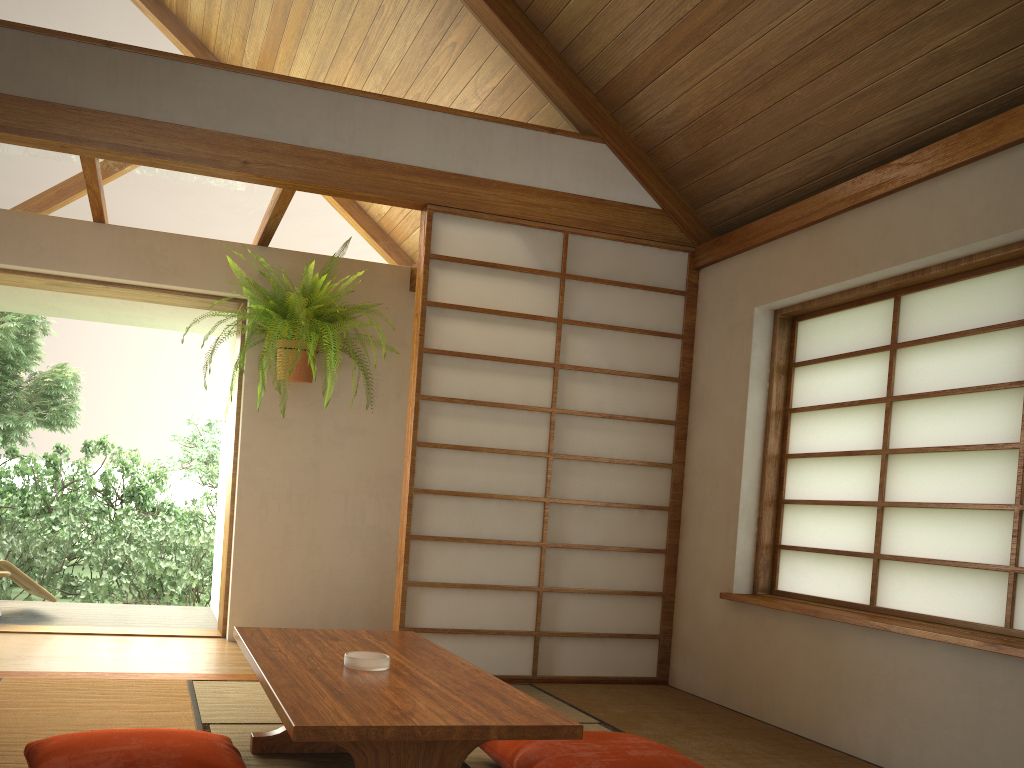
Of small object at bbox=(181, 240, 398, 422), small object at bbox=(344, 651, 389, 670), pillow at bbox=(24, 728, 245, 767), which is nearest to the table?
small object at bbox=(344, 651, 389, 670)

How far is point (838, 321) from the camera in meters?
3.6

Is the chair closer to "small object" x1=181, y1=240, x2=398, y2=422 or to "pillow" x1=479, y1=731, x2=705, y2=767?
"small object" x1=181, y1=240, x2=398, y2=422

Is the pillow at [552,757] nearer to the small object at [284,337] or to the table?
the table

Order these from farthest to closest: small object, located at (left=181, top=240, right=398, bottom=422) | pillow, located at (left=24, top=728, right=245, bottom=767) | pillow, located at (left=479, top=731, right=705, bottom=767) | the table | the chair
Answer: the chair < small object, located at (left=181, top=240, right=398, bottom=422) < pillow, located at (left=479, top=731, right=705, bottom=767) < pillow, located at (left=24, top=728, right=245, bottom=767) < the table

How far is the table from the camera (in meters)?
1.69

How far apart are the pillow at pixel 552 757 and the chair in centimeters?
354cm

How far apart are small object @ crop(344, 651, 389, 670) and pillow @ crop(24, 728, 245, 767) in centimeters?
34cm

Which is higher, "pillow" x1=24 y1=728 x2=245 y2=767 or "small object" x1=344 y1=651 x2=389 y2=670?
"small object" x1=344 y1=651 x2=389 y2=670

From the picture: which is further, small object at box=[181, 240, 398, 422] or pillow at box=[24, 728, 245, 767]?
small object at box=[181, 240, 398, 422]
